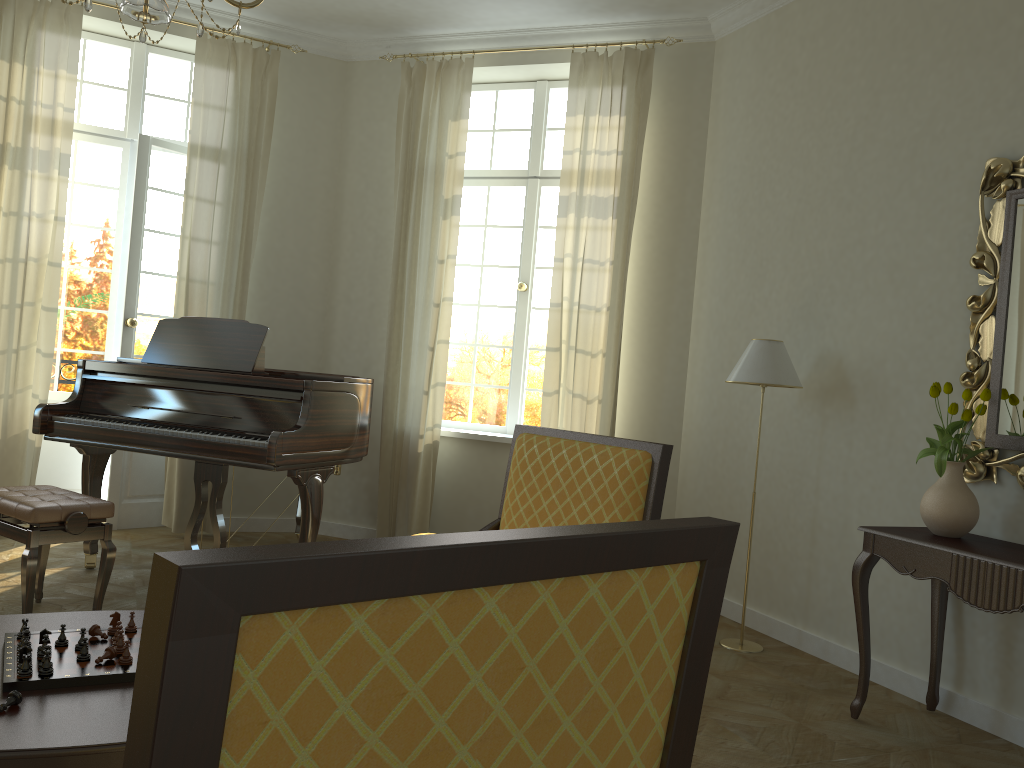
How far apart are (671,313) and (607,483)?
3.2m

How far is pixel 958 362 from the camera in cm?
382

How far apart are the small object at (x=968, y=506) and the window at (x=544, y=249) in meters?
3.1

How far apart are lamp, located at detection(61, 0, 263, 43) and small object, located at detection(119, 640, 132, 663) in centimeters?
164cm

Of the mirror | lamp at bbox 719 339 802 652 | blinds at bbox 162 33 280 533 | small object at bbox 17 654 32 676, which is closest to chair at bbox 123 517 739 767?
small object at bbox 17 654 32 676

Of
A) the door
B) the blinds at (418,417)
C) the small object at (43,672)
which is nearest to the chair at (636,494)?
the small object at (43,672)

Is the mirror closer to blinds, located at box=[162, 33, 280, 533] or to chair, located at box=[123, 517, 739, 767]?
chair, located at box=[123, 517, 739, 767]

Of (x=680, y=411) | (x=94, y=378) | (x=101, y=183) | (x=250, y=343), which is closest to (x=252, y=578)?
(x=250, y=343)

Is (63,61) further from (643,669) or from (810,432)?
(643,669)

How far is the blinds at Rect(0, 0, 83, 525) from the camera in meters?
5.5
